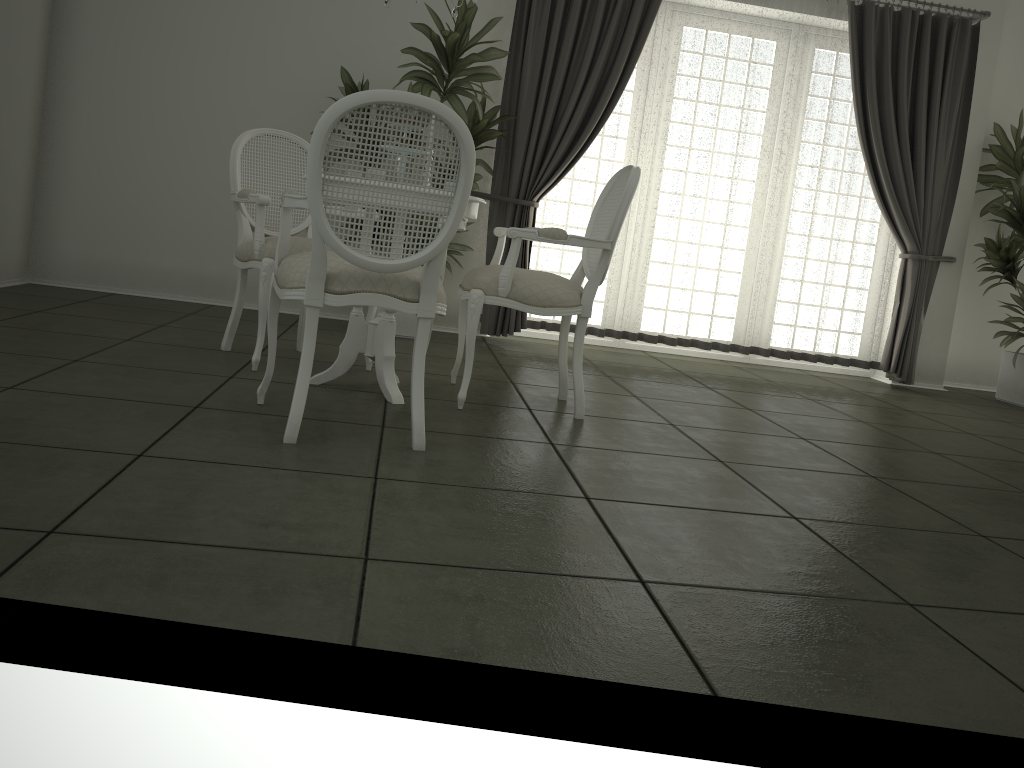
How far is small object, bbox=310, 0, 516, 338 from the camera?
4.86m

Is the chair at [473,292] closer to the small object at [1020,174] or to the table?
the table

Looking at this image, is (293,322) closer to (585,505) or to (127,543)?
(585,505)

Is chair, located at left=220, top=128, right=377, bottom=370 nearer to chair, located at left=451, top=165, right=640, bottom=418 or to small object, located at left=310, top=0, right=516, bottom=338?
chair, located at left=451, top=165, right=640, bottom=418

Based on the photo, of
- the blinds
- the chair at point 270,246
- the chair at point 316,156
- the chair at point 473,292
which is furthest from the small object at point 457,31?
the chair at point 316,156

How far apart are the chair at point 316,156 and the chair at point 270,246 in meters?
0.6 m

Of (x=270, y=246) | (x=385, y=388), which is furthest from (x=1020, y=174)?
(x=270, y=246)

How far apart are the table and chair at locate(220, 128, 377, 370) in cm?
29

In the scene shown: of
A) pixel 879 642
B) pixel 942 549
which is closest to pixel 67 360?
pixel 879 642

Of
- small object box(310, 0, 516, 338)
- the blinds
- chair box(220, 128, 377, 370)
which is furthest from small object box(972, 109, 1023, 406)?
chair box(220, 128, 377, 370)
